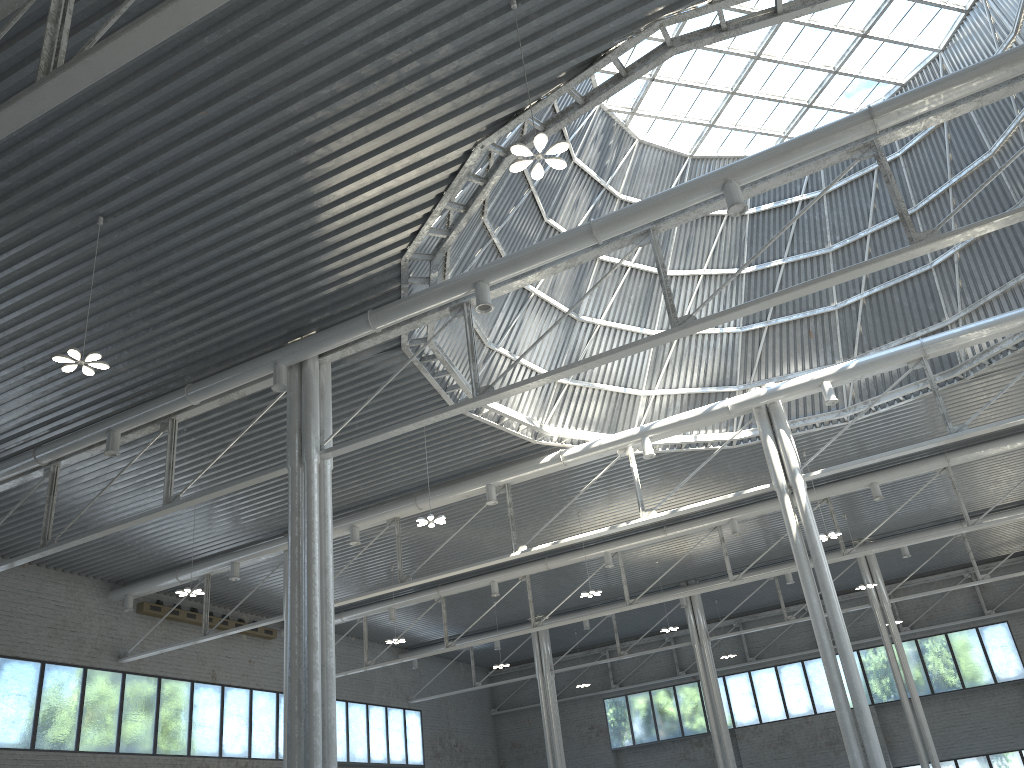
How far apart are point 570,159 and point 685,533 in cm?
2109

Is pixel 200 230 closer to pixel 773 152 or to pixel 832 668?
pixel 773 152
